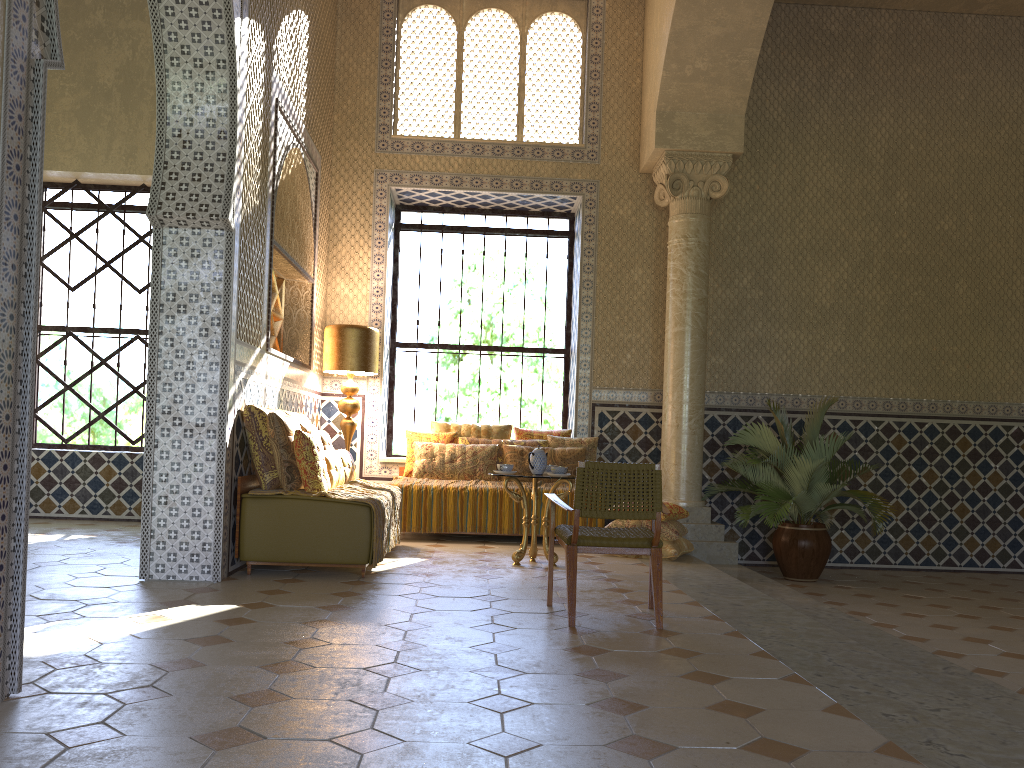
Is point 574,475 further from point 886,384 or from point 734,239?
point 886,384

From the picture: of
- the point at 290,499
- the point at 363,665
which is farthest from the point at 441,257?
the point at 363,665

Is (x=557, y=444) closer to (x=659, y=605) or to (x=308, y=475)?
(x=308, y=475)

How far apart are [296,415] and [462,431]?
3.17m

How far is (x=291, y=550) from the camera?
8.1m

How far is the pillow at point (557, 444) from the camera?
12.4m

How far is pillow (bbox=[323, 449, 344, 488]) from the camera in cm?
900

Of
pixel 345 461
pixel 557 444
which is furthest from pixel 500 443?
pixel 345 461

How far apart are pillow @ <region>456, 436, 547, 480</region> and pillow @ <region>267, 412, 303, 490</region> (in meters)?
3.80

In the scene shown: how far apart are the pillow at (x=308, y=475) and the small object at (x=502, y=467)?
2.0m
